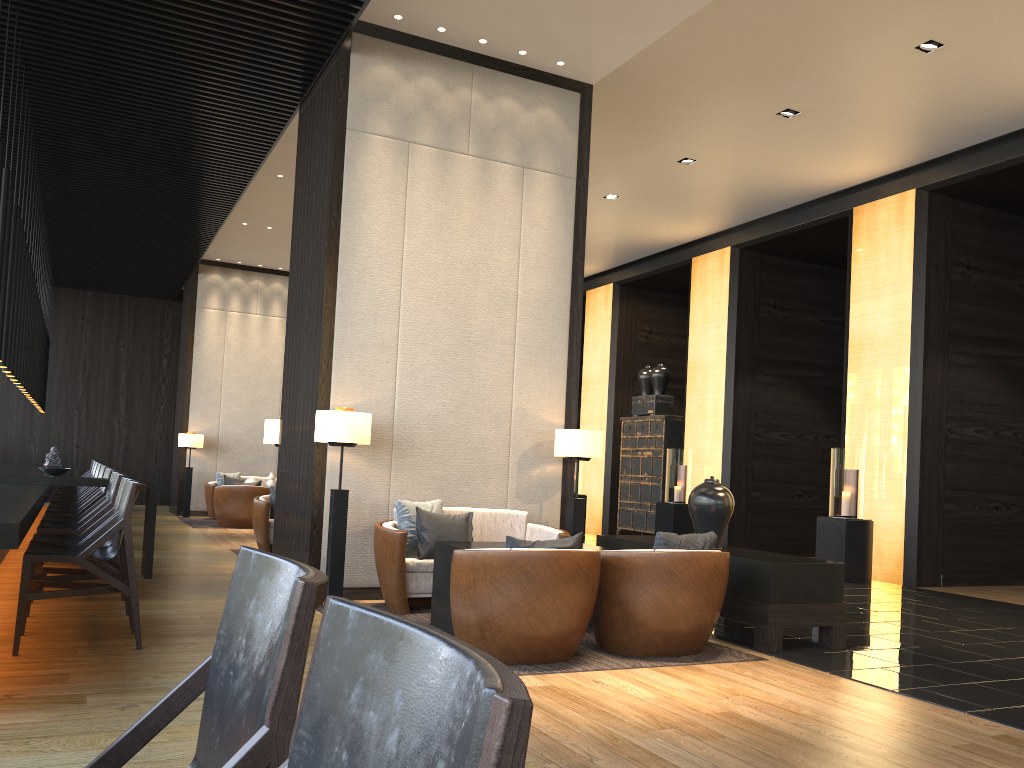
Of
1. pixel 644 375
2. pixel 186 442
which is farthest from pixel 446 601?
pixel 186 442

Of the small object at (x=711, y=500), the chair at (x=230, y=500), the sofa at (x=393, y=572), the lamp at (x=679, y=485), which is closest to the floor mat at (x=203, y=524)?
the chair at (x=230, y=500)

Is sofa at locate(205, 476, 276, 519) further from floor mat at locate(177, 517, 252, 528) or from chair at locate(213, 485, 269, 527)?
chair at locate(213, 485, 269, 527)

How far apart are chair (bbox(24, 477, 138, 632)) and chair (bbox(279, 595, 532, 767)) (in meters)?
4.40

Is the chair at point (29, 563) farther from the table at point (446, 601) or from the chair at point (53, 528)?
the table at point (446, 601)

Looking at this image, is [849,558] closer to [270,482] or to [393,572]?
[393,572]

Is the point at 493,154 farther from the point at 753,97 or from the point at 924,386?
the point at 924,386

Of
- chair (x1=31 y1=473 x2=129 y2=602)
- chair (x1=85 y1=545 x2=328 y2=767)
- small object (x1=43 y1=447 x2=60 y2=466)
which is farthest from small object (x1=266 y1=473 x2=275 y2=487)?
chair (x1=85 y1=545 x2=328 y2=767)

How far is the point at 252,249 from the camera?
13.7m

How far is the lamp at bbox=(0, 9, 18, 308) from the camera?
6.00m
